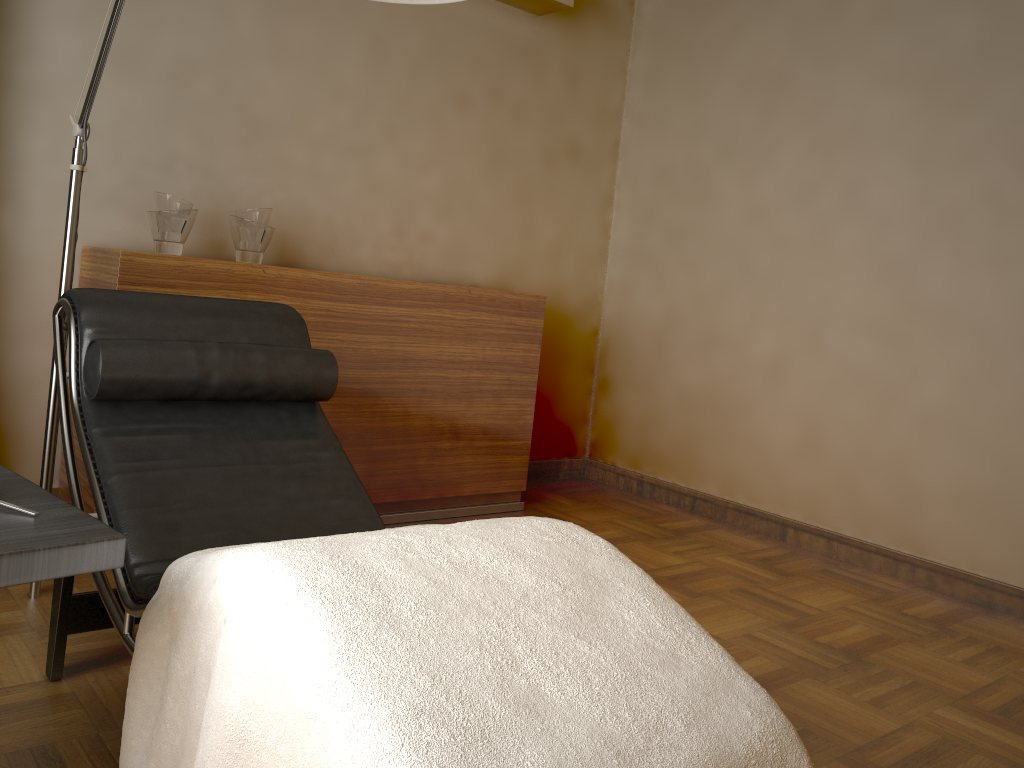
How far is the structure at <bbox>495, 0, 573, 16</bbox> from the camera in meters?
3.7 m

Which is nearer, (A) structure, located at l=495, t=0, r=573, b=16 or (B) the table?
(B) the table

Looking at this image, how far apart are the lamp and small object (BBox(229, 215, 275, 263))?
0.69m

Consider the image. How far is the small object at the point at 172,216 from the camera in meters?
2.7 m

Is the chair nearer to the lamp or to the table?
the lamp

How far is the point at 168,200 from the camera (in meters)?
2.71

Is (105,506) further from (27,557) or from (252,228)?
(252,228)

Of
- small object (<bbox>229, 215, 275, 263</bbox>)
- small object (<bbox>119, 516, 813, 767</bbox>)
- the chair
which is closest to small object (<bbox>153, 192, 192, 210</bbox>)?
small object (<bbox>229, 215, 275, 263</bbox>)

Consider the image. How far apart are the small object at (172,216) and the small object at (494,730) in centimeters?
157cm

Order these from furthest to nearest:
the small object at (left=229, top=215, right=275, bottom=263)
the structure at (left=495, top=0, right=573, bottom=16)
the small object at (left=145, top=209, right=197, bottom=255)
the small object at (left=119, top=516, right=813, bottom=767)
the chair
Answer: the structure at (left=495, top=0, right=573, bottom=16), the small object at (left=229, top=215, right=275, bottom=263), the small object at (left=145, top=209, right=197, bottom=255), the chair, the small object at (left=119, top=516, right=813, bottom=767)
